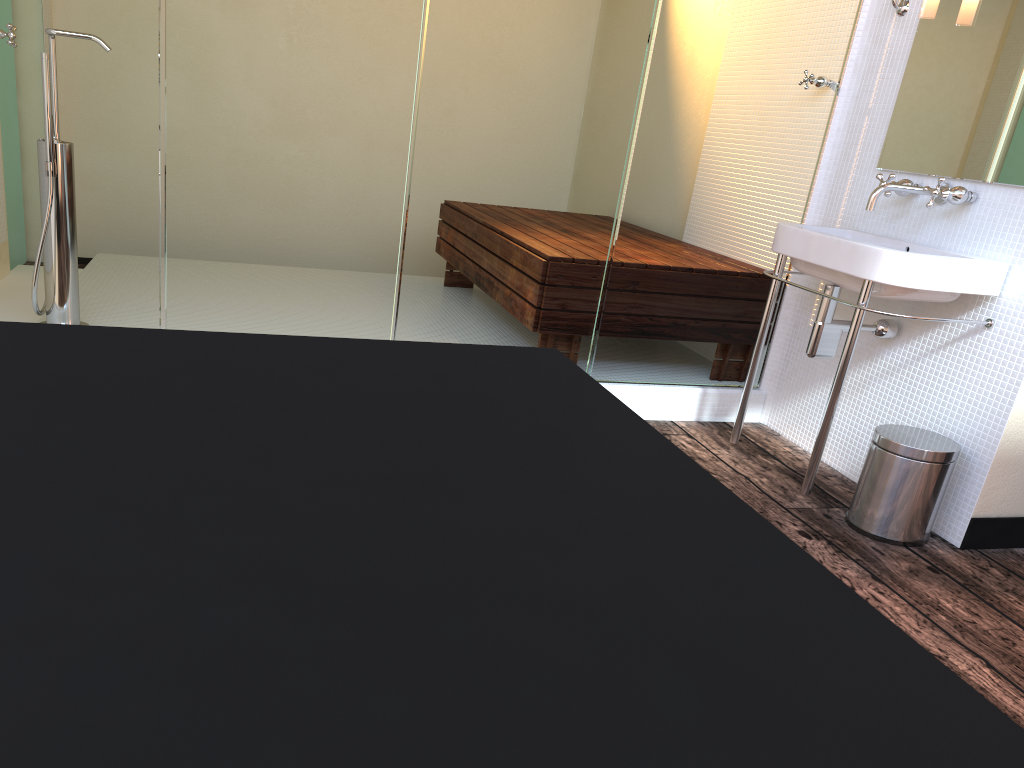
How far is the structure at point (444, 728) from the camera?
0.3 meters

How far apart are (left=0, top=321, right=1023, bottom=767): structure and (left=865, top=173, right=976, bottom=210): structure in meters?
2.0 m

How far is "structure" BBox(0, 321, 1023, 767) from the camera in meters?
0.3

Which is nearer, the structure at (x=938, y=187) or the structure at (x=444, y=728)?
the structure at (x=444, y=728)

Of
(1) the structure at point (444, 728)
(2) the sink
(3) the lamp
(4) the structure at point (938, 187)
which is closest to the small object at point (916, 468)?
(2) the sink

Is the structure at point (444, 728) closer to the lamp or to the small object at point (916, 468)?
the small object at point (916, 468)

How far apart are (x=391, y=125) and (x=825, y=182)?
1.5 meters

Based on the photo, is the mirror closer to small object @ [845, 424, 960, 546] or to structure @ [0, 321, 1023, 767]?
small object @ [845, 424, 960, 546]

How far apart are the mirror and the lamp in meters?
0.1 m

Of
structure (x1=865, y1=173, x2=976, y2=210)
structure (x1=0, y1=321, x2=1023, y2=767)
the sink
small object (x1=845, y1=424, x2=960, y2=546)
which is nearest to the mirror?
structure (x1=865, y1=173, x2=976, y2=210)
